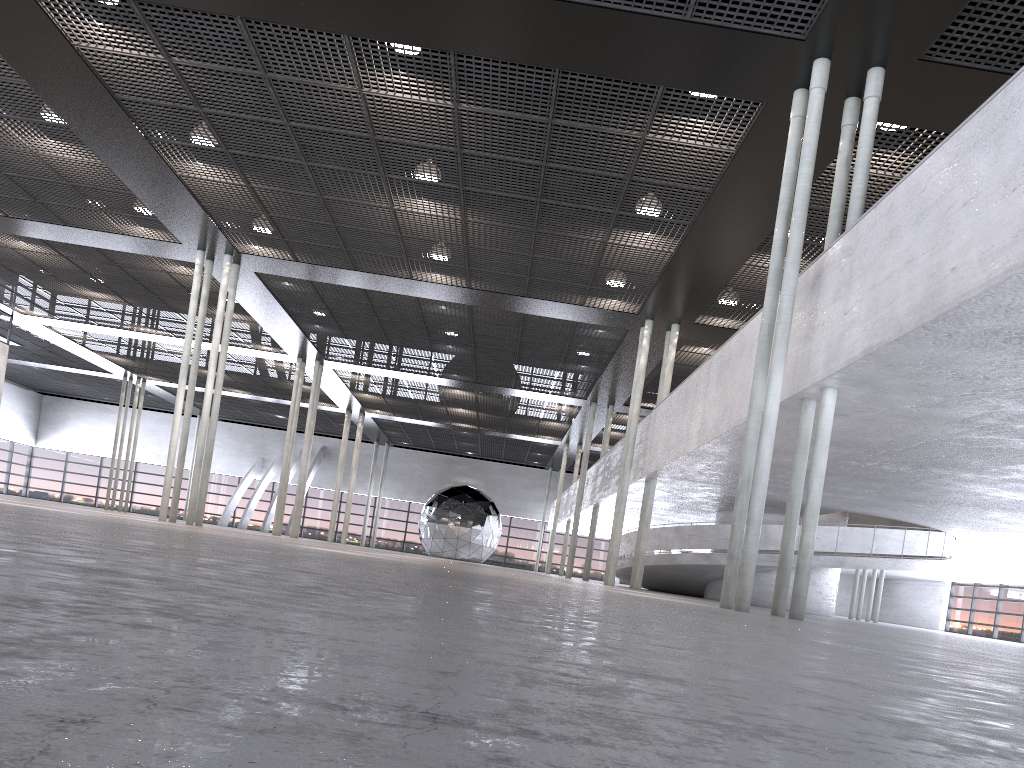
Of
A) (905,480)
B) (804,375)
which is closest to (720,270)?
(905,480)

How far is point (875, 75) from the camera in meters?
10.1 m

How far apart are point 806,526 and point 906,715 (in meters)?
8.52

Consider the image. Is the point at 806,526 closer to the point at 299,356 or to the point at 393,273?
the point at 393,273
